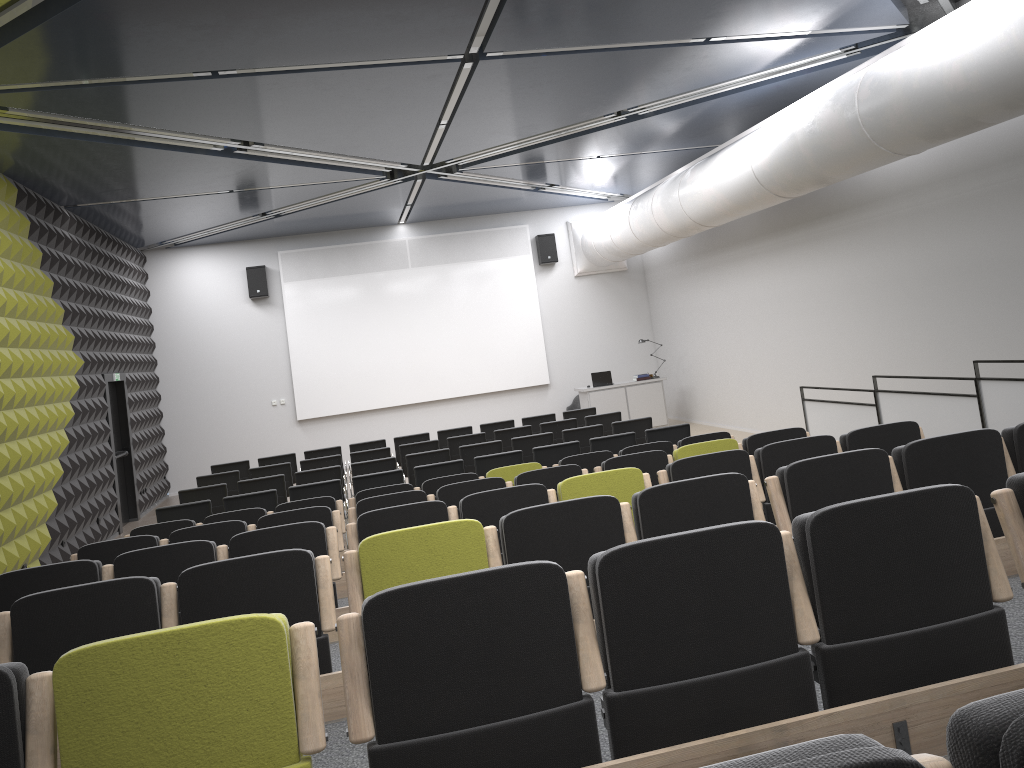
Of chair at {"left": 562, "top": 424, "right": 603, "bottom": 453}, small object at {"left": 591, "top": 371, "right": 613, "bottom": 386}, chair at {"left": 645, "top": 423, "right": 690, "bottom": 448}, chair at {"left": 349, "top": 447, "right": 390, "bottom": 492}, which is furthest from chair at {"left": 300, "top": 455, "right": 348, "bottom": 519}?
small object at {"left": 591, "top": 371, "right": 613, "bottom": 386}

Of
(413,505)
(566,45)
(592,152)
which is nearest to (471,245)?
(592,152)

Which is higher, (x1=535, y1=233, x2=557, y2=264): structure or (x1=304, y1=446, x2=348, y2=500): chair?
(x1=535, y1=233, x2=557, y2=264): structure

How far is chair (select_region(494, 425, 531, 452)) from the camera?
12.6 meters

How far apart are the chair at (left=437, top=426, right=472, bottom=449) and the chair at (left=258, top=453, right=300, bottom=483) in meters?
2.3 m

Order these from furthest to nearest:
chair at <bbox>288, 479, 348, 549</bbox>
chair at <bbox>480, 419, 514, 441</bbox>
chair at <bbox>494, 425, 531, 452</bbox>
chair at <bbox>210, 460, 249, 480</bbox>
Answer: chair at <bbox>480, 419, 514, 441</bbox> → chair at <bbox>210, 460, 249, 480</bbox> → chair at <bbox>494, 425, 531, 452</bbox> → chair at <bbox>288, 479, 348, 549</bbox>

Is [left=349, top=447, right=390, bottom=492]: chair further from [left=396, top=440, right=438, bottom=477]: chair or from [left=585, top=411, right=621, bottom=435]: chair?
[left=585, top=411, right=621, bottom=435]: chair

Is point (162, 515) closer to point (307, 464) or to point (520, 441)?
point (307, 464)

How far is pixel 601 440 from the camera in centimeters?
1019cm

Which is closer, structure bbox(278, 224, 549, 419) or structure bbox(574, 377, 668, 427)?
structure bbox(574, 377, 668, 427)
